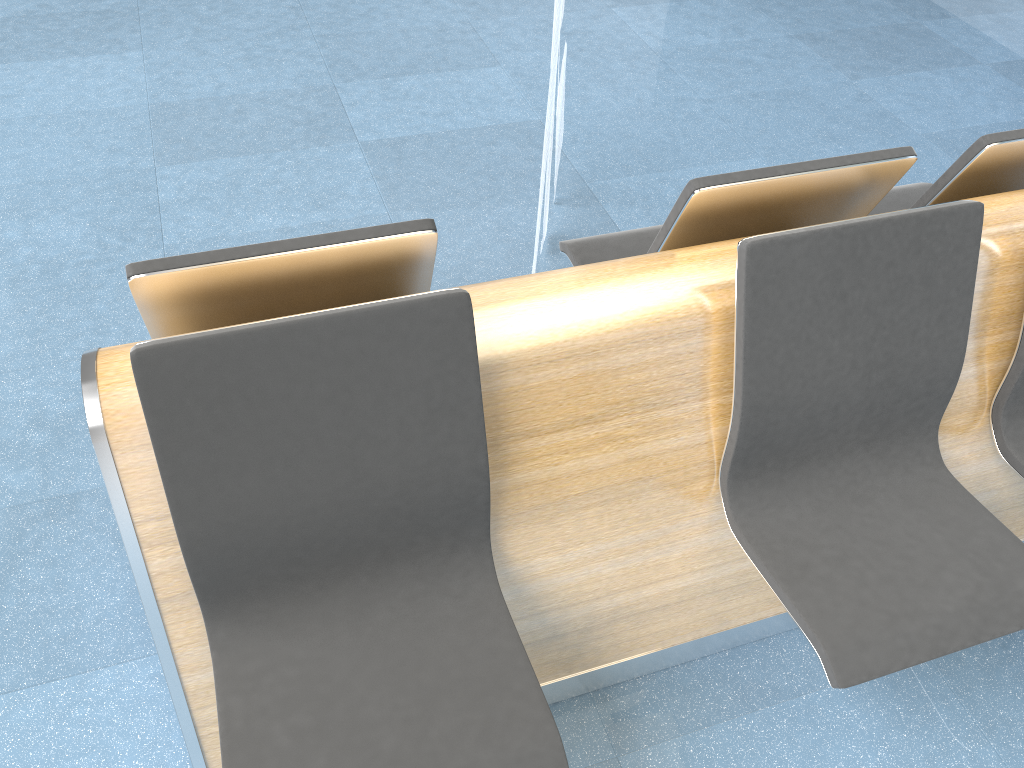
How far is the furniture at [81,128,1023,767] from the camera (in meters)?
1.33

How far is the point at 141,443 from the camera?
1.3m

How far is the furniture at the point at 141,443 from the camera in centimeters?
133cm
